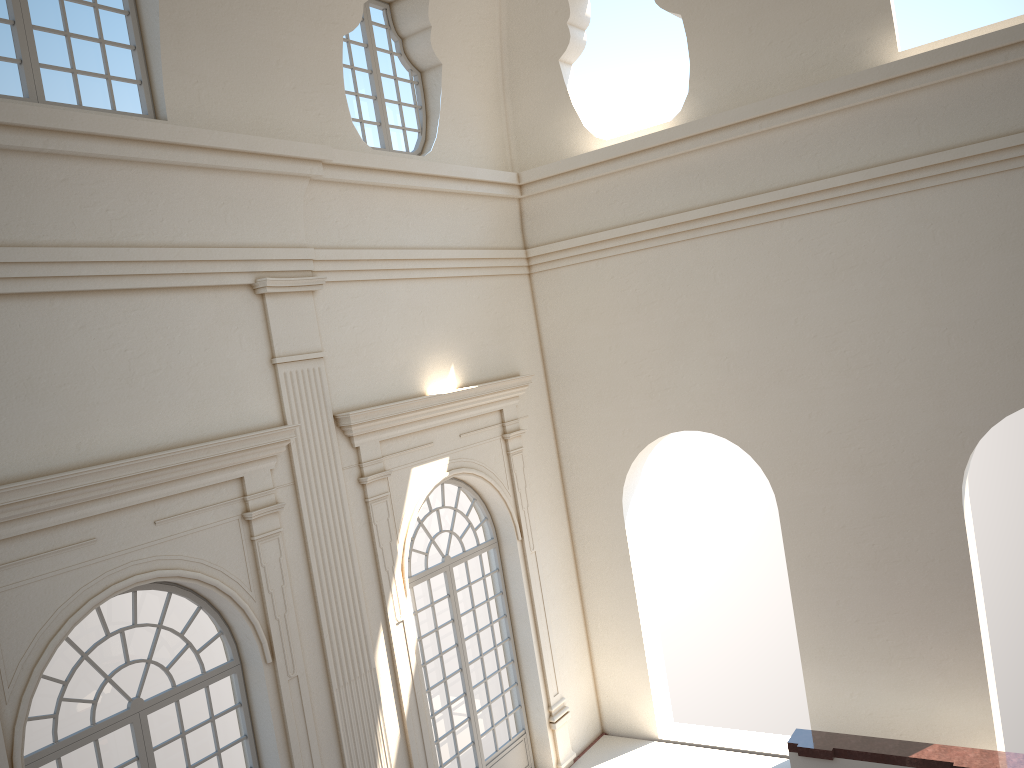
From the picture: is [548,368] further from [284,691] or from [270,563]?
[284,691]

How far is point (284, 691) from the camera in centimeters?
832cm
